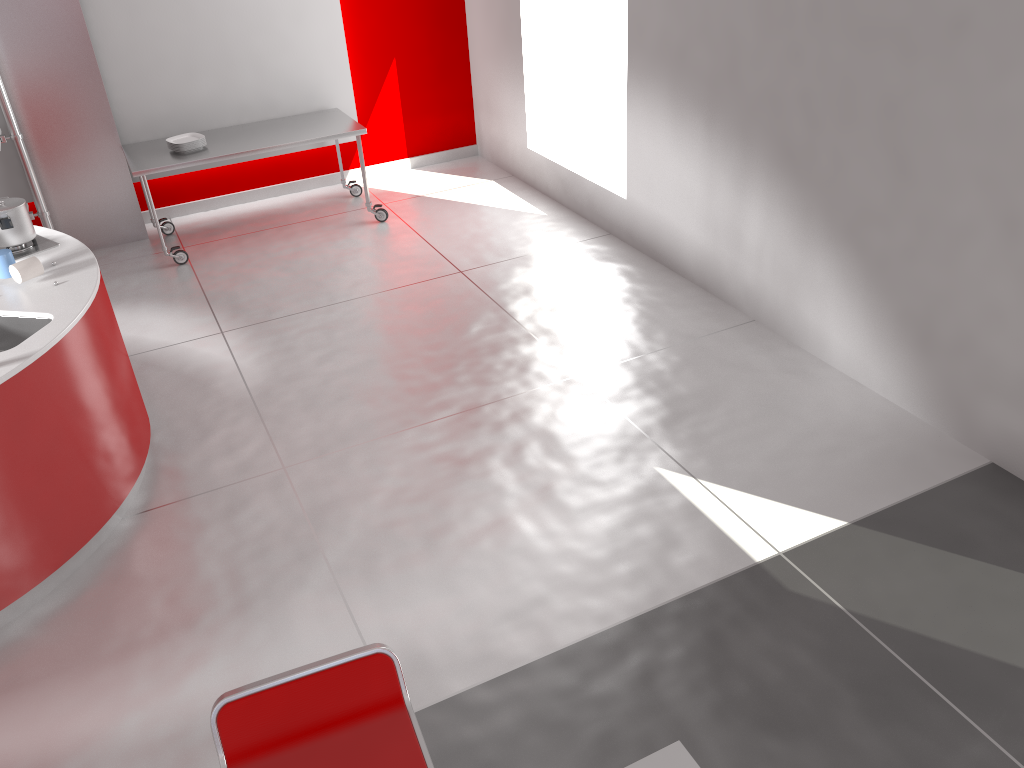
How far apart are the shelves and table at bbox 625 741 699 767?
5.7m

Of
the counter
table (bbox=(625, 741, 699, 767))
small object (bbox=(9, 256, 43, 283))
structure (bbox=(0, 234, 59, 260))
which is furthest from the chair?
structure (bbox=(0, 234, 59, 260))

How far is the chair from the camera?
1.8m

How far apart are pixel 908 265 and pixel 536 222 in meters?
3.0

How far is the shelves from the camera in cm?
549

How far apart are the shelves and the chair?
5.02m

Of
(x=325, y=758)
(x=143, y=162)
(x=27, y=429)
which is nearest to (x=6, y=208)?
(x=27, y=429)

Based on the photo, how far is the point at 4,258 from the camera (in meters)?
3.61

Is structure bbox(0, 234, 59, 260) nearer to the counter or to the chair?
the counter

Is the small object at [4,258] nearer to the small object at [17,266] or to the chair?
the small object at [17,266]
